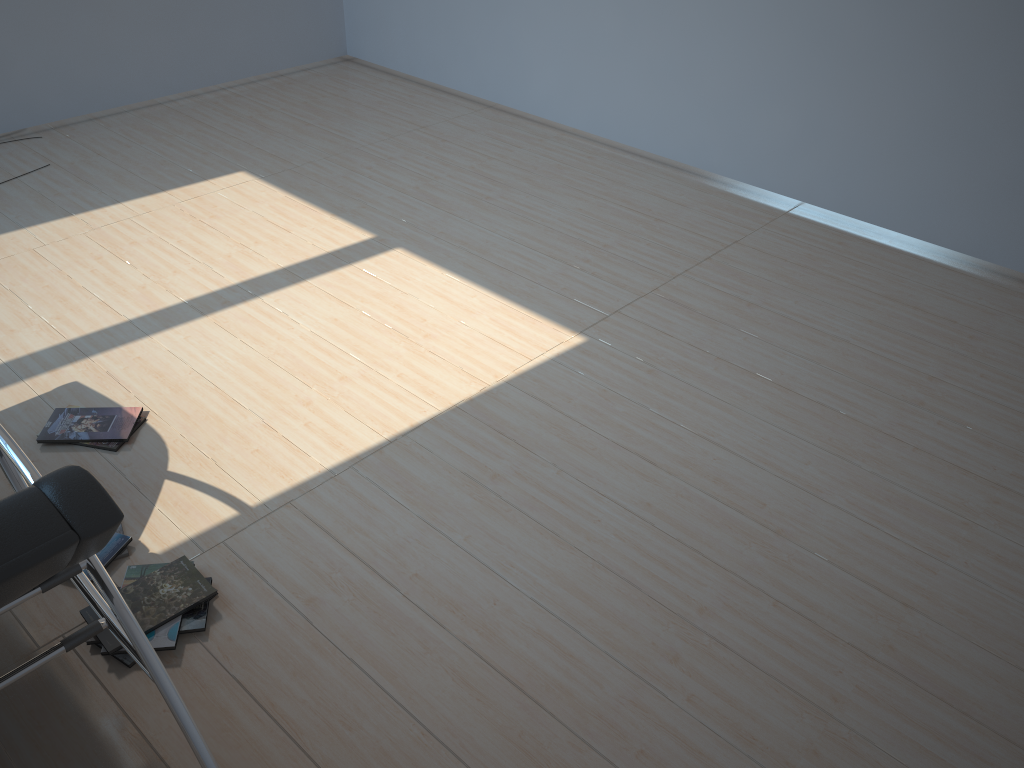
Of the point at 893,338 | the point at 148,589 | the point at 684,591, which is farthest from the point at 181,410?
the point at 893,338

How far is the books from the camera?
2.41m

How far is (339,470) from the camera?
3.0 meters

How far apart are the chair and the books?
0.3m

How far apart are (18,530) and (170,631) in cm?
104

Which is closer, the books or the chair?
the chair

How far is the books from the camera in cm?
241

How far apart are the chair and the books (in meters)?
0.27

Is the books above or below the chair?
below
